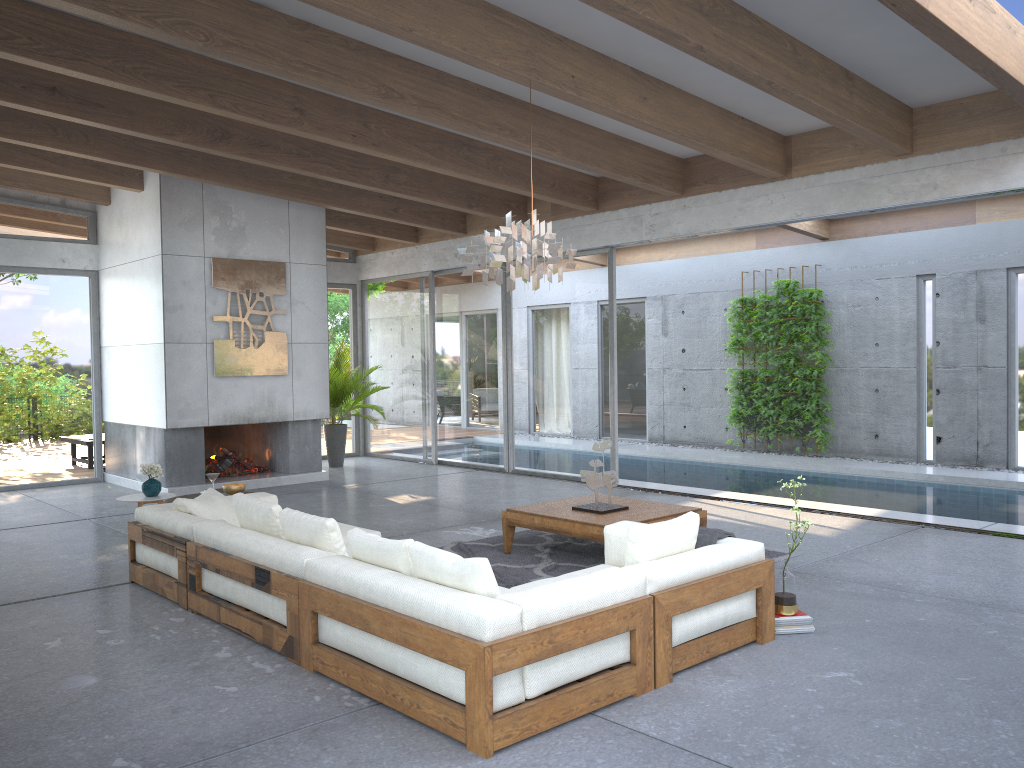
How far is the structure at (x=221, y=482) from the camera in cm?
1020

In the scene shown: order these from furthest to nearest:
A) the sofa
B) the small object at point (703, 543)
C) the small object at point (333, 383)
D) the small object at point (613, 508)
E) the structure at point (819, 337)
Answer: the structure at point (819, 337), the small object at point (333, 383), the small object at point (613, 508), the small object at point (703, 543), the sofa

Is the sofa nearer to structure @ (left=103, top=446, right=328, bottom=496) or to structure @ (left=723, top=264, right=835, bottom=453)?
structure @ (left=103, top=446, right=328, bottom=496)

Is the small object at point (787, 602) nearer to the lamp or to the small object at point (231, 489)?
the lamp

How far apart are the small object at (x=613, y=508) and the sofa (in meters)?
1.29

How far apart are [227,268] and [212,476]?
4.2m

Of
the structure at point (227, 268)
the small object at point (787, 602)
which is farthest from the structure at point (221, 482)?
the small object at point (787, 602)

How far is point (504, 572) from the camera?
6.08m

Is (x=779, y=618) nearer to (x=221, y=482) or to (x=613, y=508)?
(x=613, y=508)

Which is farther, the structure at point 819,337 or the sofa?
the structure at point 819,337
